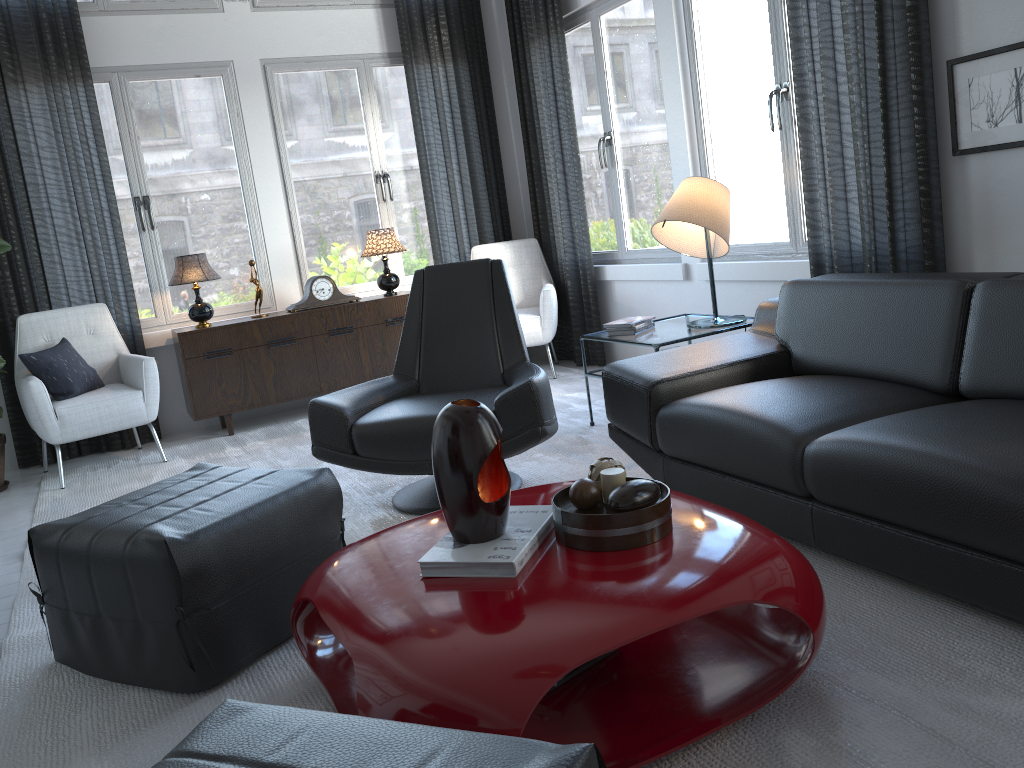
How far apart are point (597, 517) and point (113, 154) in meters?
4.3 m

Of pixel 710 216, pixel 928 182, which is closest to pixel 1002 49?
pixel 928 182

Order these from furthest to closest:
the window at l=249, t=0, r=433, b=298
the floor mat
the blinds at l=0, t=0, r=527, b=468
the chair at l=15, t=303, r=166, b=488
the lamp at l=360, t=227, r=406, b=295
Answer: the window at l=249, t=0, r=433, b=298, the lamp at l=360, t=227, r=406, b=295, the blinds at l=0, t=0, r=527, b=468, the chair at l=15, t=303, r=166, b=488, the floor mat

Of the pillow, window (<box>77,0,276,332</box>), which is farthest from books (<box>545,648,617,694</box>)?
window (<box>77,0,276,332</box>)

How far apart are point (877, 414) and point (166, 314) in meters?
4.1 m

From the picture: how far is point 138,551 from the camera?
2.0m

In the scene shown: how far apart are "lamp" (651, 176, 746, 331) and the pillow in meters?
2.9 m

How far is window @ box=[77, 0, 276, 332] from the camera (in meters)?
4.91

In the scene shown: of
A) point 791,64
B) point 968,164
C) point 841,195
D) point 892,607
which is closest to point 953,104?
point 968,164

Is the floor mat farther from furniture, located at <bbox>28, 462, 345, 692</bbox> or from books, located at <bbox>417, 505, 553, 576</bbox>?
books, located at <bbox>417, 505, 553, 576</bbox>
